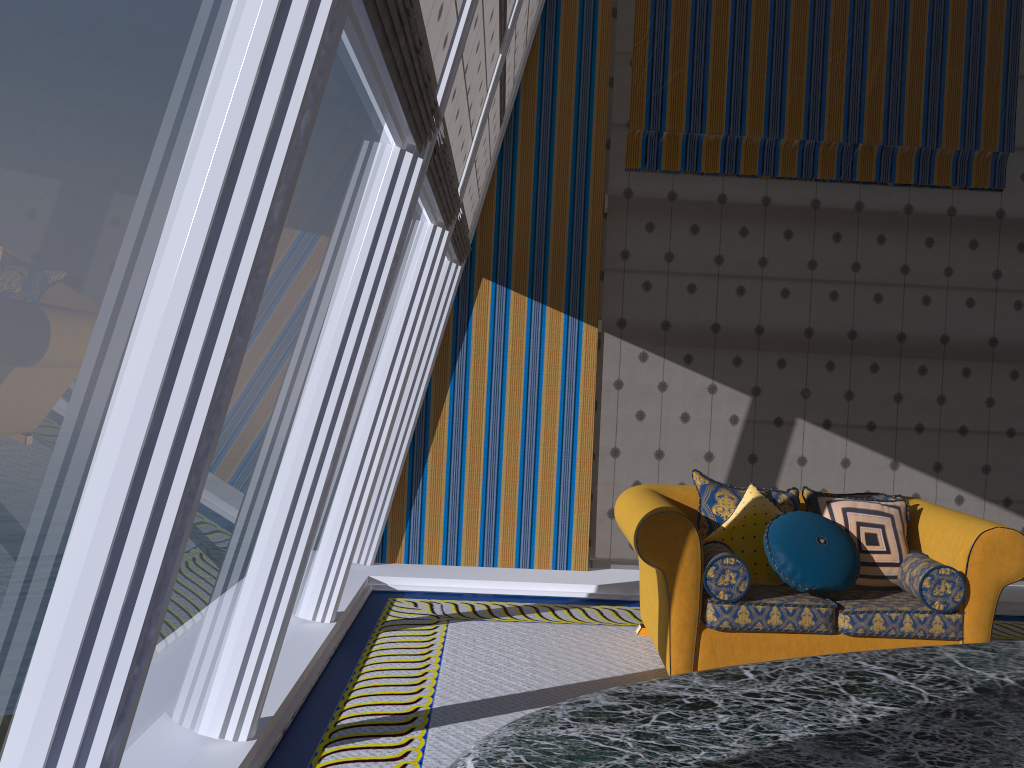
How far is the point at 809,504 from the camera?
4.7 meters

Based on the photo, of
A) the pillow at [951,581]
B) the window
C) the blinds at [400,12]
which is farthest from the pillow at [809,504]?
the blinds at [400,12]

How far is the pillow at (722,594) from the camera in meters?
4.0 m

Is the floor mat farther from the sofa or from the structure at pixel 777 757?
the structure at pixel 777 757

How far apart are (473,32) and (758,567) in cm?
283

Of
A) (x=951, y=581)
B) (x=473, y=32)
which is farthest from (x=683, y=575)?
(x=473, y=32)

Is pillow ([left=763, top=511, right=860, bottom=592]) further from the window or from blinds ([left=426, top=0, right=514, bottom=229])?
blinds ([left=426, top=0, right=514, bottom=229])

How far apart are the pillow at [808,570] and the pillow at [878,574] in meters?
0.1 m

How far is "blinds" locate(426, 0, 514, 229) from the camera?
3.54m

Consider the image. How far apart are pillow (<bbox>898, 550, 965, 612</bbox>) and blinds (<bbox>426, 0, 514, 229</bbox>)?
2.75m
